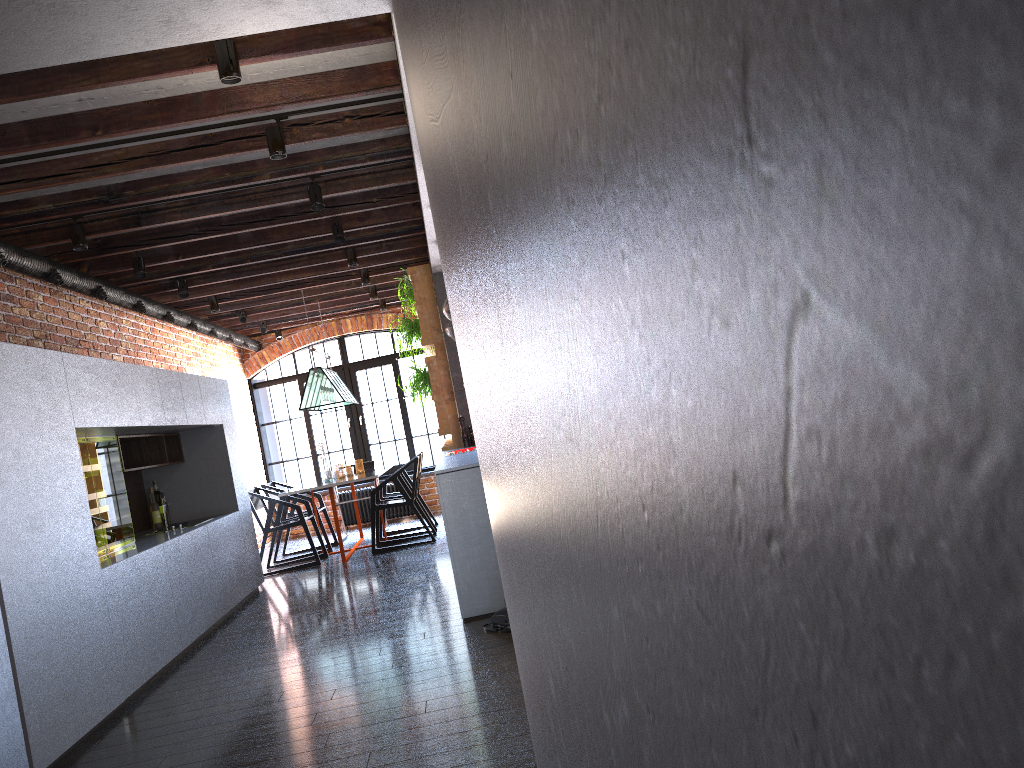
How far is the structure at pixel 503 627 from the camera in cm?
452

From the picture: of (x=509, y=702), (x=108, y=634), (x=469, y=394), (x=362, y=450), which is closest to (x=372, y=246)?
(x=108, y=634)

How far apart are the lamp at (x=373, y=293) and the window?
1.8m

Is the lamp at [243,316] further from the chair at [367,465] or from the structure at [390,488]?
the structure at [390,488]

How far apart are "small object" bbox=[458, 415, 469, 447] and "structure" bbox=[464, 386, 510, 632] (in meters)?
3.09

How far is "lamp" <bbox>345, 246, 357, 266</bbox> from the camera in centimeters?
741cm

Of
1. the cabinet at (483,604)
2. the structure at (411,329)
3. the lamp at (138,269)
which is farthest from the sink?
the structure at (411,329)

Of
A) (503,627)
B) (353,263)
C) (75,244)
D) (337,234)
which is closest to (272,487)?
(353,263)

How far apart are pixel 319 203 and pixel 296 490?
3.5m

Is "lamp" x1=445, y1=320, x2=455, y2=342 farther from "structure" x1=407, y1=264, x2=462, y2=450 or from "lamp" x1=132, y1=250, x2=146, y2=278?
"lamp" x1=132, y1=250, x2=146, y2=278
